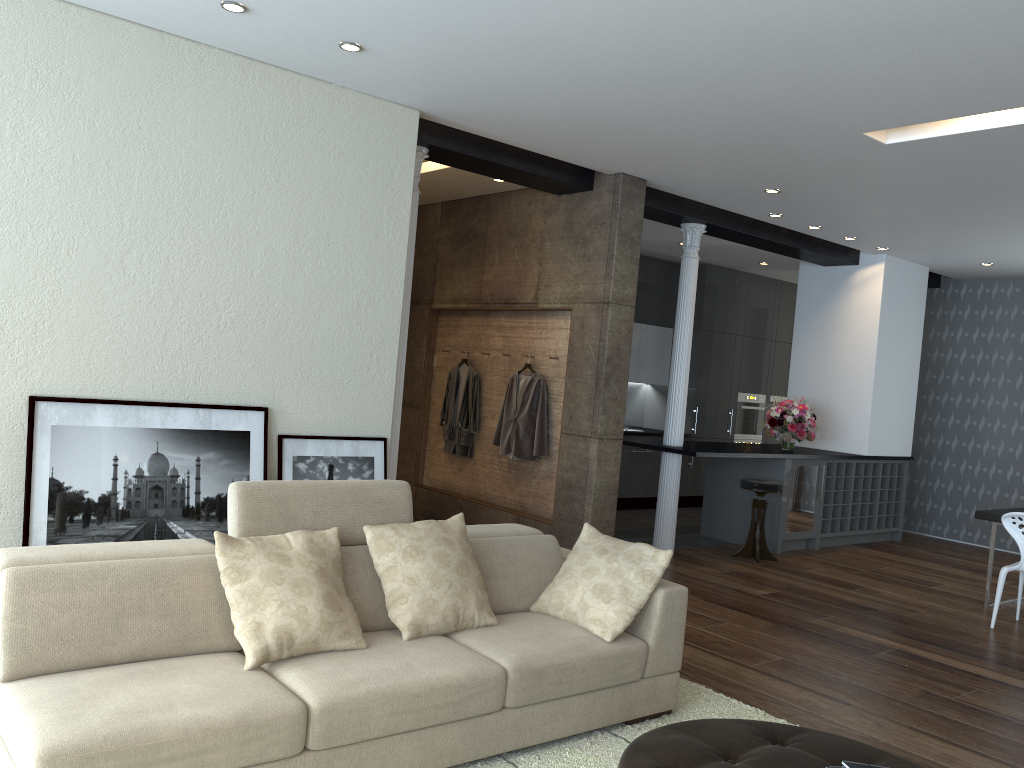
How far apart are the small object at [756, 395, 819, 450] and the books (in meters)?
6.20

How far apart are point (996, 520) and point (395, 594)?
5.1 meters

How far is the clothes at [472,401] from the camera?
7.8m

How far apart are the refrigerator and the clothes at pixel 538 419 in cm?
268

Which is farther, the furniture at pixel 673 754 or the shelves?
the shelves

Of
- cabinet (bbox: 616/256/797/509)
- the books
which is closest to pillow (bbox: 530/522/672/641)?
the books

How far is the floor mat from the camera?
3.3 meters

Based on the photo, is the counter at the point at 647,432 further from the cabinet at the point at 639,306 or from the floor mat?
the floor mat

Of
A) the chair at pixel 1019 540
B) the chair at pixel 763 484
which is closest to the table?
the chair at pixel 1019 540

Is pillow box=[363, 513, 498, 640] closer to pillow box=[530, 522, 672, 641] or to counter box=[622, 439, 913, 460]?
pillow box=[530, 522, 672, 641]
